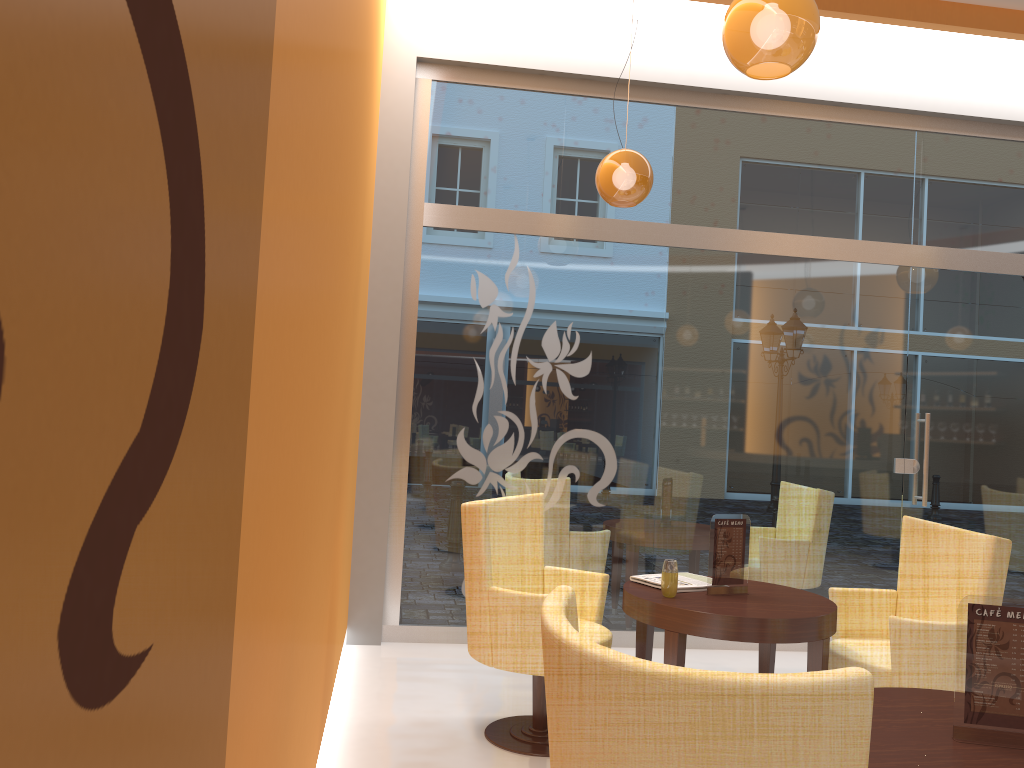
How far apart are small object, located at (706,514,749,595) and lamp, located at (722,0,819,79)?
1.77m

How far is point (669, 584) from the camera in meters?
3.6

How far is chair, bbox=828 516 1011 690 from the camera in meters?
3.4 m

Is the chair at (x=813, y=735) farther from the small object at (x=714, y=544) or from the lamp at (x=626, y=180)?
the lamp at (x=626, y=180)

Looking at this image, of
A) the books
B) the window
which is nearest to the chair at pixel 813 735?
the books

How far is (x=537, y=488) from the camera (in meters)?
5.42

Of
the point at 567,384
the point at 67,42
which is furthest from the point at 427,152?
the point at 67,42

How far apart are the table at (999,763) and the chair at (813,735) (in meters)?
0.63

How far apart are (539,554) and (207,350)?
3.4 meters

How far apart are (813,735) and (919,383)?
5.0 meters
